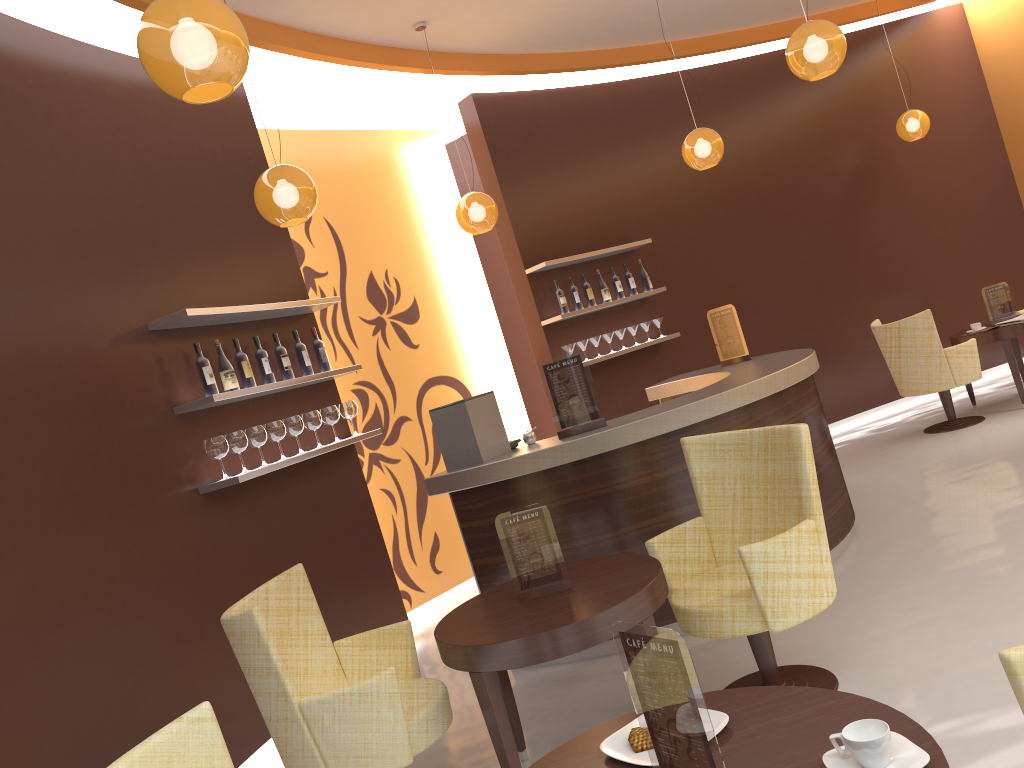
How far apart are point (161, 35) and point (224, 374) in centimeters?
260cm

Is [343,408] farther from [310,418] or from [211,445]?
[211,445]

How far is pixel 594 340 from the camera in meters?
7.4

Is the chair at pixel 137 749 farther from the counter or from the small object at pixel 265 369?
the small object at pixel 265 369

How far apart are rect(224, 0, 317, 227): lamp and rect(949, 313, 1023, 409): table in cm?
570

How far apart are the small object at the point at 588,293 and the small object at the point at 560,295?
0.3 meters

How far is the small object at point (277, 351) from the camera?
5.14m

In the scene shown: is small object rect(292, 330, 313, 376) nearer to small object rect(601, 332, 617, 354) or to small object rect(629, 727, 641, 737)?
small object rect(601, 332, 617, 354)

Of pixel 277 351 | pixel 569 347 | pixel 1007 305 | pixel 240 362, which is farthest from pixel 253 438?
pixel 1007 305

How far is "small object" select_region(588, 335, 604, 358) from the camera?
7.4 meters
